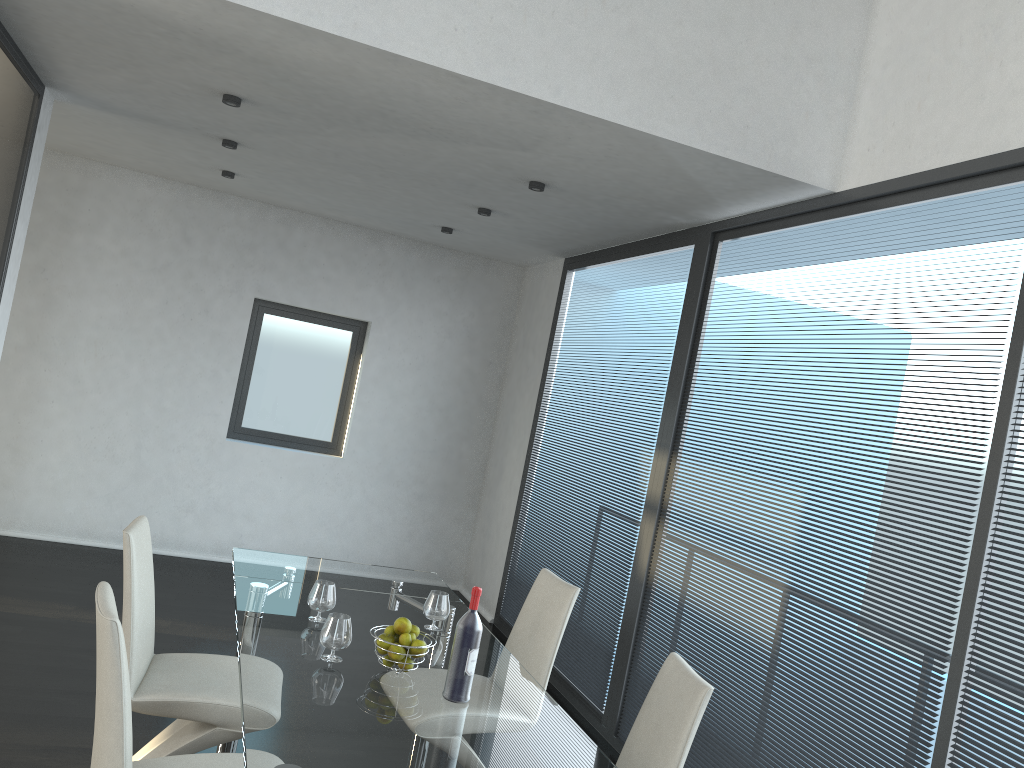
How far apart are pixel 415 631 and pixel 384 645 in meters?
0.1 m

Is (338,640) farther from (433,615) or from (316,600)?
(433,615)

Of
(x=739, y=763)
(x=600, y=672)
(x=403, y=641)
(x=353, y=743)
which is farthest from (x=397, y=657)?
(x=600, y=672)

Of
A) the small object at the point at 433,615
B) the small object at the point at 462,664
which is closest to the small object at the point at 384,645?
the small object at the point at 462,664

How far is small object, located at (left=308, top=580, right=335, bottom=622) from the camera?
3.03m

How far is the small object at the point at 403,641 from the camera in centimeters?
264cm

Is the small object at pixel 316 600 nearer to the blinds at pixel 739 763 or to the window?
the blinds at pixel 739 763

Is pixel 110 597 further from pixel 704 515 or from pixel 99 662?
pixel 704 515

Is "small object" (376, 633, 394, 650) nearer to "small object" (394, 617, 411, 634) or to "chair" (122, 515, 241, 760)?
"small object" (394, 617, 411, 634)

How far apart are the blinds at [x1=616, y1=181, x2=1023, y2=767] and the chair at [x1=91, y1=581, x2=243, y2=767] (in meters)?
1.96
